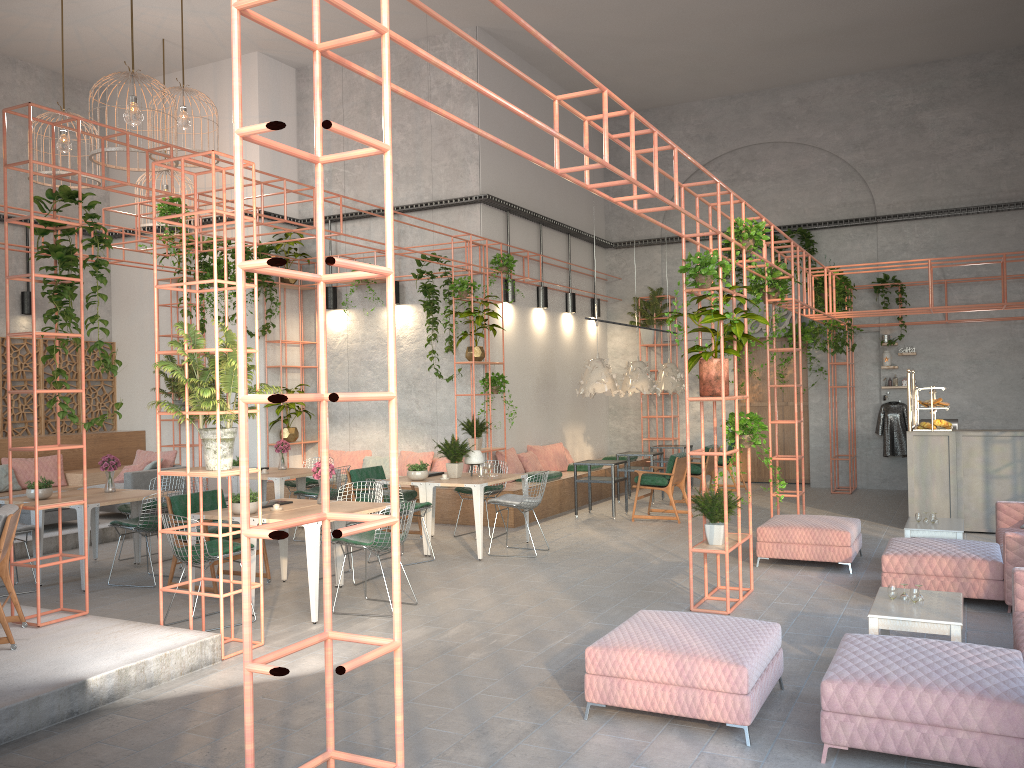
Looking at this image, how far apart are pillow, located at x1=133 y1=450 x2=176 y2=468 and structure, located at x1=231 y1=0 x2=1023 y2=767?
8.47m

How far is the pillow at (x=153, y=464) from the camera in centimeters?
1246cm

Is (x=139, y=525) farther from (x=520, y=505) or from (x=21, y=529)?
(x=520, y=505)

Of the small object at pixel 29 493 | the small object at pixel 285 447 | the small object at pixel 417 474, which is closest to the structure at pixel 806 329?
the small object at pixel 417 474

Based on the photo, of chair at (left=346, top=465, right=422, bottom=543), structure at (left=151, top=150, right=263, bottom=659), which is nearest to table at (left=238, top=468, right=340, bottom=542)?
chair at (left=346, top=465, right=422, bottom=543)

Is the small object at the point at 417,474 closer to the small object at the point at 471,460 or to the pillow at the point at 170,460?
the small object at the point at 471,460

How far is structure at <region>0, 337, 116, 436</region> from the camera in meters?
14.3

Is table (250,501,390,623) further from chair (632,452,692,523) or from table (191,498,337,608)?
chair (632,452,692,523)

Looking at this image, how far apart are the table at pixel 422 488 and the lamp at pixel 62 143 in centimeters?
630cm

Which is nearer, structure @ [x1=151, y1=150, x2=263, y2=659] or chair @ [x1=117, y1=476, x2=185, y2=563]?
structure @ [x1=151, y1=150, x2=263, y2=659]
